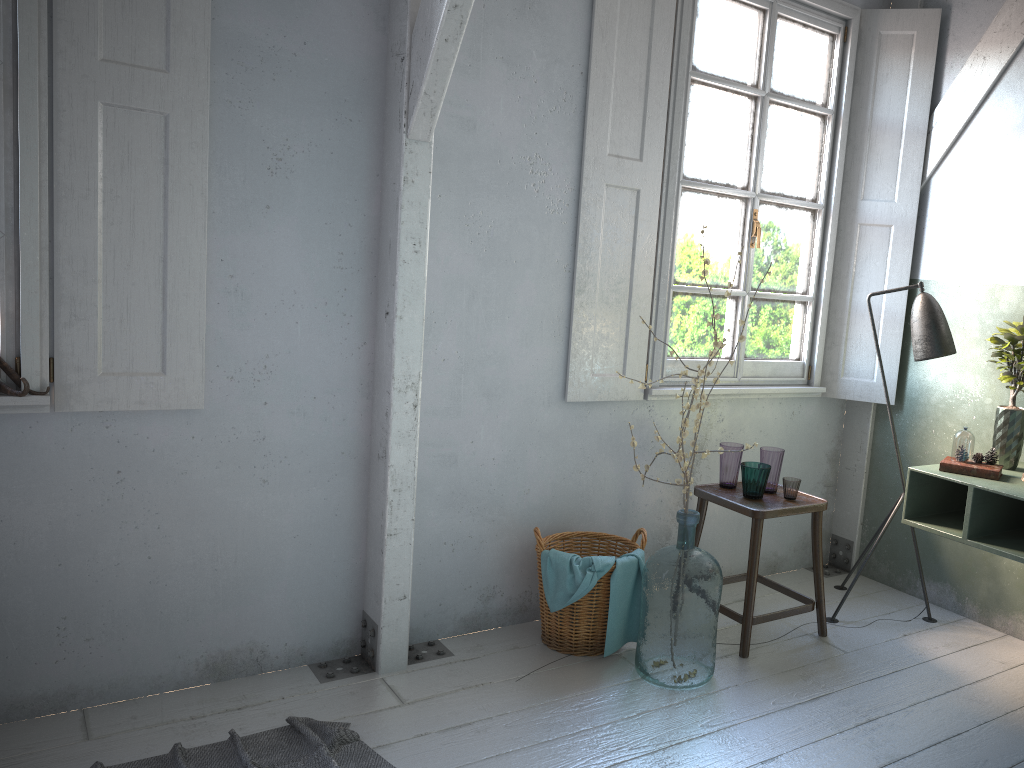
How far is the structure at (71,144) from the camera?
3.1 meters

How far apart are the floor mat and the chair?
1.70m

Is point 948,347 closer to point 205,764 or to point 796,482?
point 796,482

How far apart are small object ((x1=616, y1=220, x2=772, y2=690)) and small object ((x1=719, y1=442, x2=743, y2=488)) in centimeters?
57cm

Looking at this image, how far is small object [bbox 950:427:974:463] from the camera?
3.81m

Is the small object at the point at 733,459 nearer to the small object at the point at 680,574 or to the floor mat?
the small object at the point at 680,574

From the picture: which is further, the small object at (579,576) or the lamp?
the lamp

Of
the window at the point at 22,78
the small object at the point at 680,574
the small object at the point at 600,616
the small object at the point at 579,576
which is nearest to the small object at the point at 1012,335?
the small object at the point at 680,574

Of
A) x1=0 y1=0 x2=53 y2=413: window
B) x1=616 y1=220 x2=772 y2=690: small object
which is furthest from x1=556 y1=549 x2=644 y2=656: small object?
x1=0 y1=0 x2=53 y2=413: window

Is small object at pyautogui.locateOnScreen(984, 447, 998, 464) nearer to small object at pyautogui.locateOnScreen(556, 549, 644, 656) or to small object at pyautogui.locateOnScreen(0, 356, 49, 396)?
small object at pyautogui.locateOnScreen(556, 549, 644, 656)
